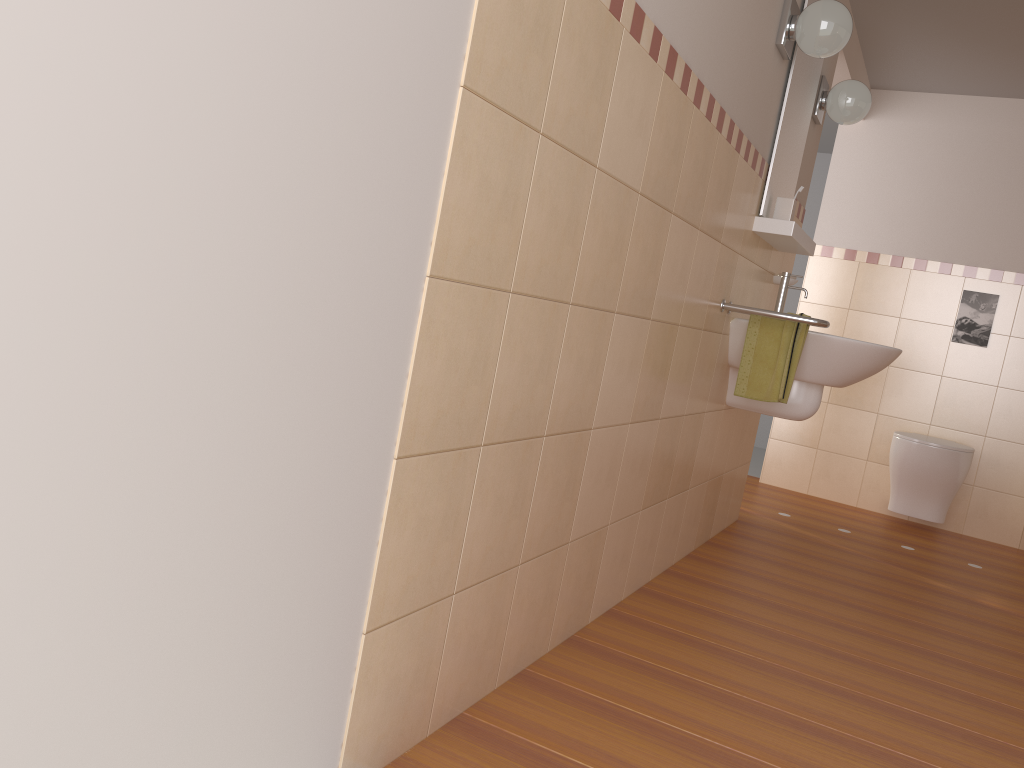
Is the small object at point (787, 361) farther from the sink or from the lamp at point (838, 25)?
the lamp at point (838, 25)

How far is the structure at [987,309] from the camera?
4.63m

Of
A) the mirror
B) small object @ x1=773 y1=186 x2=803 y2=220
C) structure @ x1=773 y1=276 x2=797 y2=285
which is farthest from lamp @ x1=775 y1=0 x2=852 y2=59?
structure @ x1=773 y1=276 x2=797 y2=285

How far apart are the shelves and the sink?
0.1m

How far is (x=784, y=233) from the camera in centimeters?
296cm

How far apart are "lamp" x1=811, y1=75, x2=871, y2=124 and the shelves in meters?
0.5

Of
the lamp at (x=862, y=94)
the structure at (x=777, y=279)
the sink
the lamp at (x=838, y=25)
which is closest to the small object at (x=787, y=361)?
A: the sink

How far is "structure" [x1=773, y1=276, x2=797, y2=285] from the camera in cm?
351

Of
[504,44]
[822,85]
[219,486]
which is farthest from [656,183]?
[822,85]

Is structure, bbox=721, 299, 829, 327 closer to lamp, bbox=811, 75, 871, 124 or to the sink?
the sink
